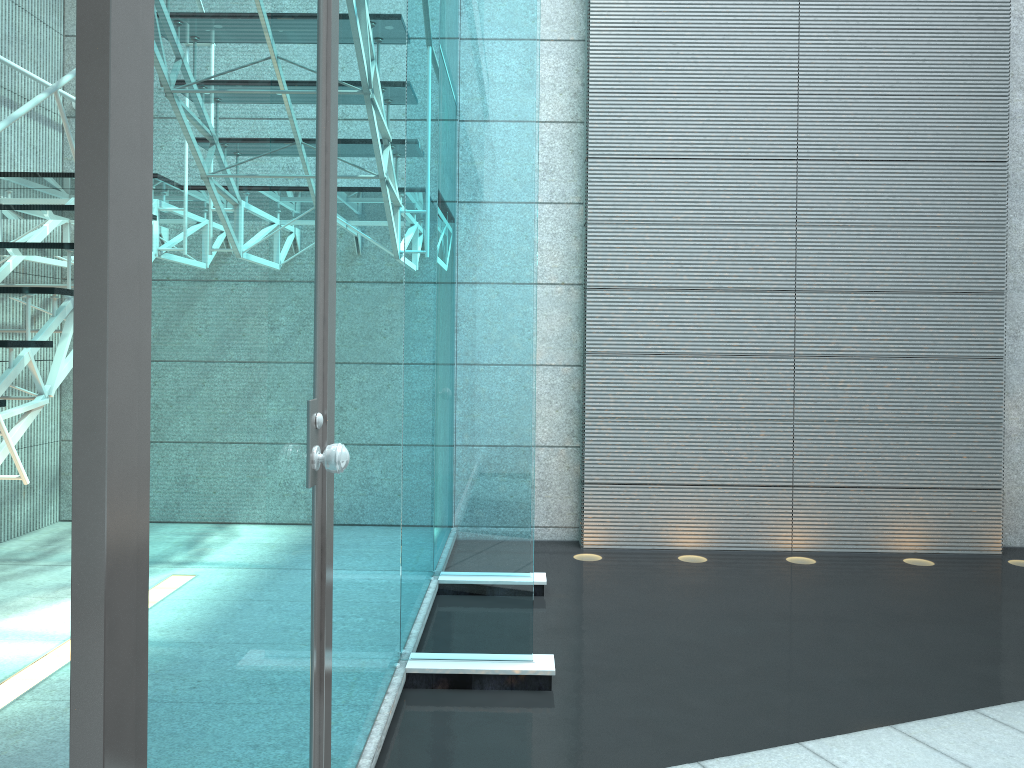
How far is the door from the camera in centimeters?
72cm

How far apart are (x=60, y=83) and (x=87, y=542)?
2.28m

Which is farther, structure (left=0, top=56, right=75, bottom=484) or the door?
structure (left=0, top=56, right=75, bottom=484)

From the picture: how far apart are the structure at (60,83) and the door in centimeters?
124cm

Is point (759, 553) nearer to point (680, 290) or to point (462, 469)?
point (680, 290)

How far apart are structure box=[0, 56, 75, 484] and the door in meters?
1.2

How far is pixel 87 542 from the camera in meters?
0.7

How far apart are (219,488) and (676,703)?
1.8 meters
